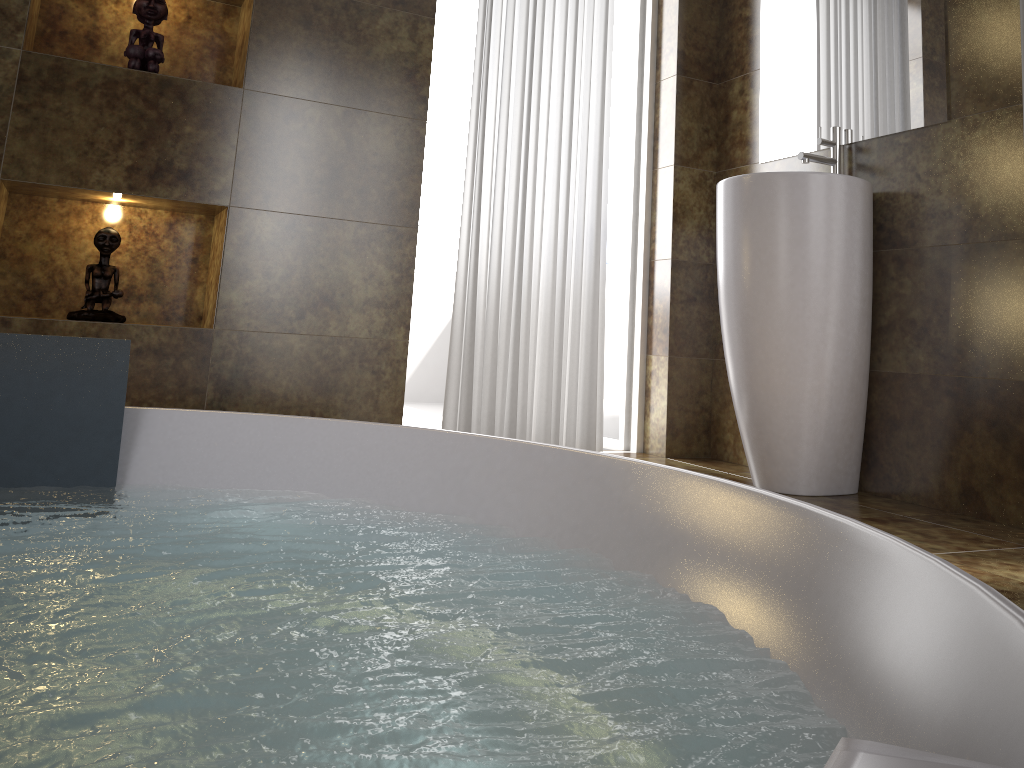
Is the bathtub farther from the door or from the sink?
the door

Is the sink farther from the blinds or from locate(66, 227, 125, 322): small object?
locate(66, 227, 125, 322): small object

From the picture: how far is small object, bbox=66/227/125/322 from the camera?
2.4 meters

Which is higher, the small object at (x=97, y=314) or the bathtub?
the small object at (x=97, y=314)

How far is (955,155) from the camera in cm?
237

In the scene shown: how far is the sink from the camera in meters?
2.4

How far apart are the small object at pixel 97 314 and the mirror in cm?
211

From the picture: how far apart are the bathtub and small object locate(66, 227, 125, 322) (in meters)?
0.78

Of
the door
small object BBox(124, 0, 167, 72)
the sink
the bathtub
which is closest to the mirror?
the sink

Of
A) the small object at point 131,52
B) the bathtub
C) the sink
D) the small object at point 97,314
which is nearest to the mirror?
the sink
